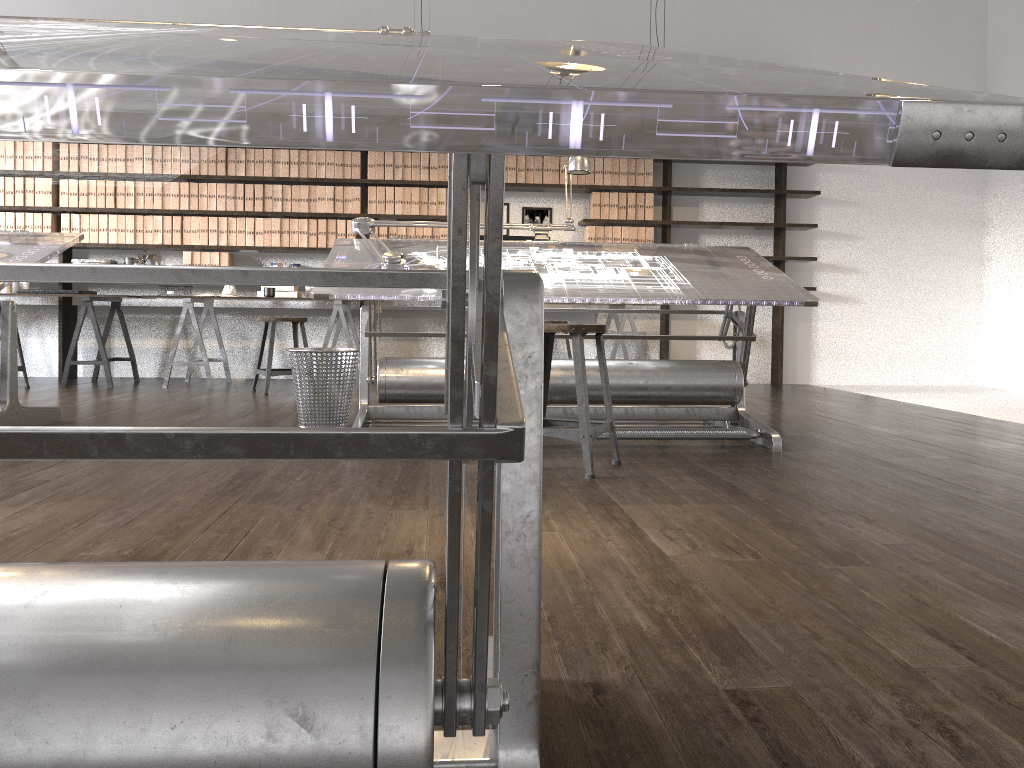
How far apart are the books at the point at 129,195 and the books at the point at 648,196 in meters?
4.0 m

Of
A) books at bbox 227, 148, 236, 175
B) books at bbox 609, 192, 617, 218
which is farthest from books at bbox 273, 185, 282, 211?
books at bbox 609, 192, 617, 218

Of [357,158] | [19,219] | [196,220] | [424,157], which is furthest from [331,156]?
[19,219]

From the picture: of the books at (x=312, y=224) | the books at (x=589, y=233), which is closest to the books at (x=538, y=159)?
the books at (x=589, y=233)

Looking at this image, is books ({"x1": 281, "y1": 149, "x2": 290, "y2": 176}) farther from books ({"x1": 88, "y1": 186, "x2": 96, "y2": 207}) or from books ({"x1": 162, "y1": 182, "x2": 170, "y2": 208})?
books ({"x1": 88, "y1": 186, "x2": 96, "y2": 207})

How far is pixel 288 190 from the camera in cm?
691

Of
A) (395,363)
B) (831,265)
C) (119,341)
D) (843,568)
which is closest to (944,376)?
(831,265)

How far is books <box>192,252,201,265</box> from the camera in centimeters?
689cm

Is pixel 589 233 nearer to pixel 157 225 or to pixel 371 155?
pixel 371 155

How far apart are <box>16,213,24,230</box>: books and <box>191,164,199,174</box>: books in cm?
135
